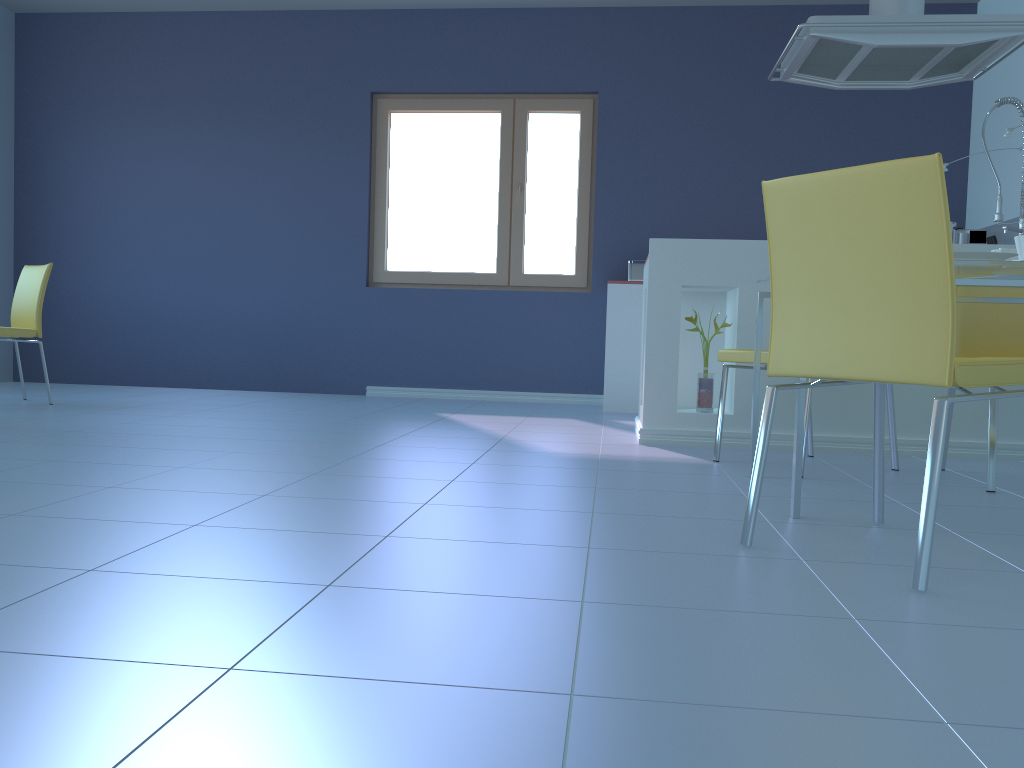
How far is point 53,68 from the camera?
6.0 meters

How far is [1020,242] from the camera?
2.13m

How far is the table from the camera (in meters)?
1.94

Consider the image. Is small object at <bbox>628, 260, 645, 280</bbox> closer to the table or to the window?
the window

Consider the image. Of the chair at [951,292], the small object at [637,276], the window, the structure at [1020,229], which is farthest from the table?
the window

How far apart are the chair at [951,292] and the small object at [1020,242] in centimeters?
56cm

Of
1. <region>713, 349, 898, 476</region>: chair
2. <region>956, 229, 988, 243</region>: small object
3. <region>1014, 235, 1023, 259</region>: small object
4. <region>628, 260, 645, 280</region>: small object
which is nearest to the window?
<region>628, 260, 645, 280</region>: small object

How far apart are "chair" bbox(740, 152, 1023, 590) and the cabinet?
1.5m

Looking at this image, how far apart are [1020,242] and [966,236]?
3.22m

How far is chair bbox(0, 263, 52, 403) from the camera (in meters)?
4.30
